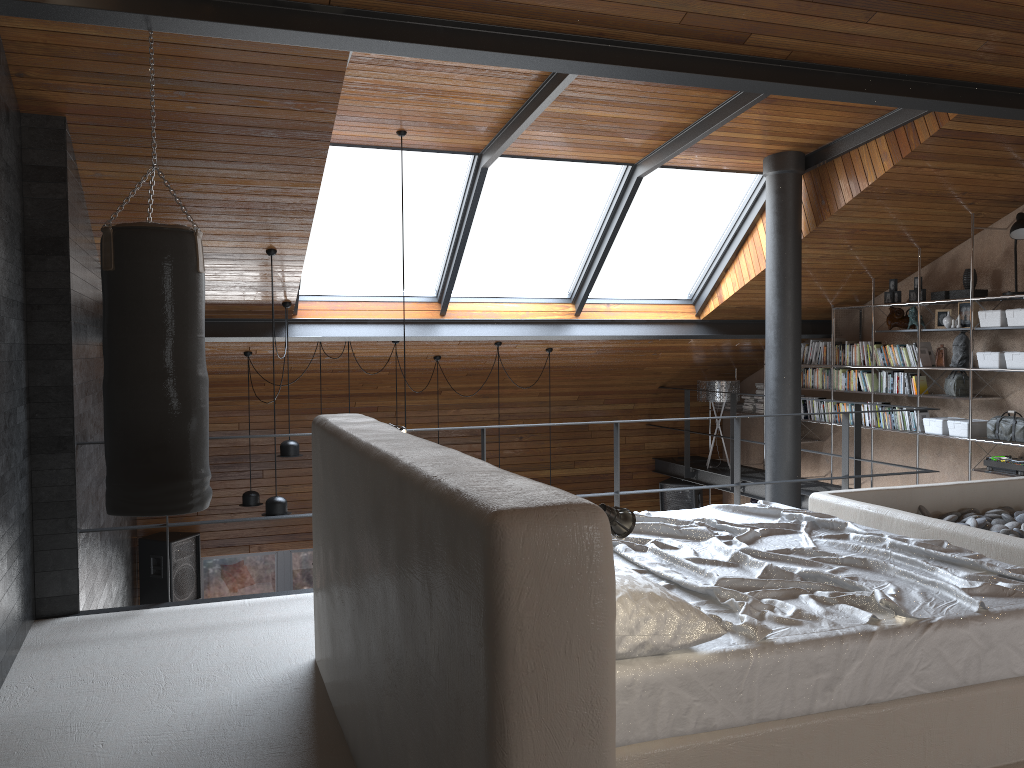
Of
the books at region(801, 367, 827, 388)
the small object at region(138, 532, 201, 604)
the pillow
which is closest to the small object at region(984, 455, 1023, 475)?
the books at region(801, 367, 827, 388)

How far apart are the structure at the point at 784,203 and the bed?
3.0m

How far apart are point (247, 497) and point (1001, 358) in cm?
647

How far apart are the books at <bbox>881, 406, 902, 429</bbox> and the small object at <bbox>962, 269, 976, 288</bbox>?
1.35m

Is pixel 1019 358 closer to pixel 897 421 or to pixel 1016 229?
pixel 1016 229

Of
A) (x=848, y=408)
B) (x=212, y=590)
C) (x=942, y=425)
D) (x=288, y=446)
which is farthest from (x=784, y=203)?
(x=212, y=590)

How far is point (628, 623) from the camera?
2.18m

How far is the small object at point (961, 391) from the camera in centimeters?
746cm

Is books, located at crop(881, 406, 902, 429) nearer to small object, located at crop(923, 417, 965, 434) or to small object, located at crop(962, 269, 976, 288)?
small object, located at crop(923, 417, 965, 434)

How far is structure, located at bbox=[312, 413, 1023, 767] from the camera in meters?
1.6
